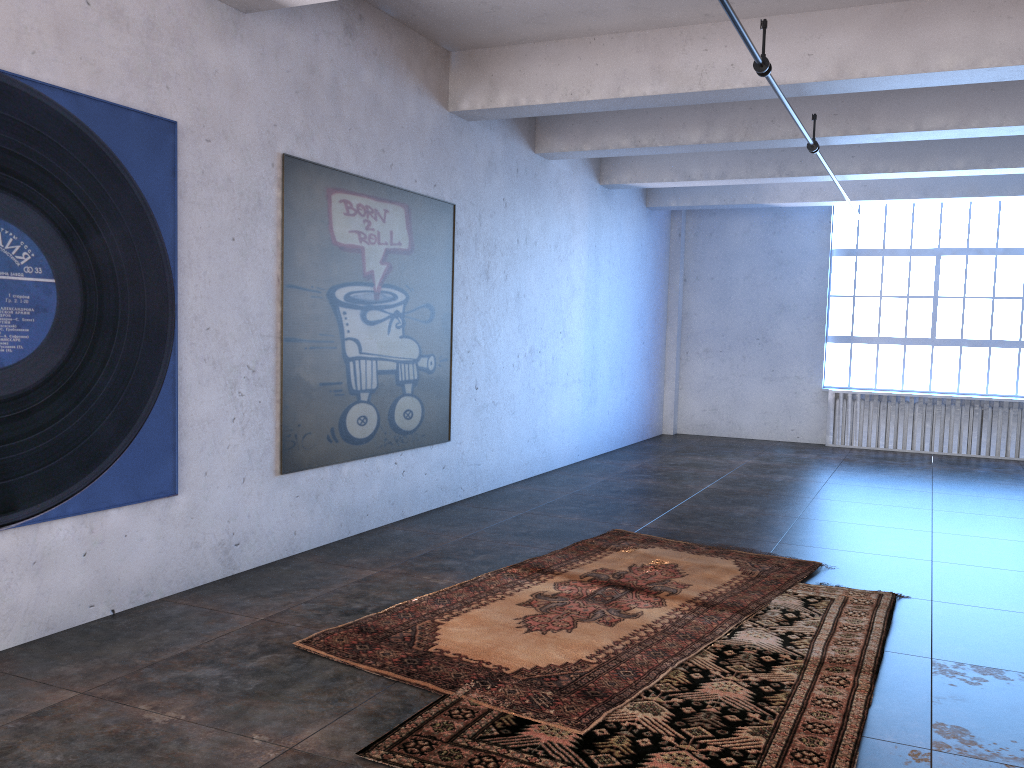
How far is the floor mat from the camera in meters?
4.0 m

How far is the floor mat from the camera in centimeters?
398cm

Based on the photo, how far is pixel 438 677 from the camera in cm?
398
